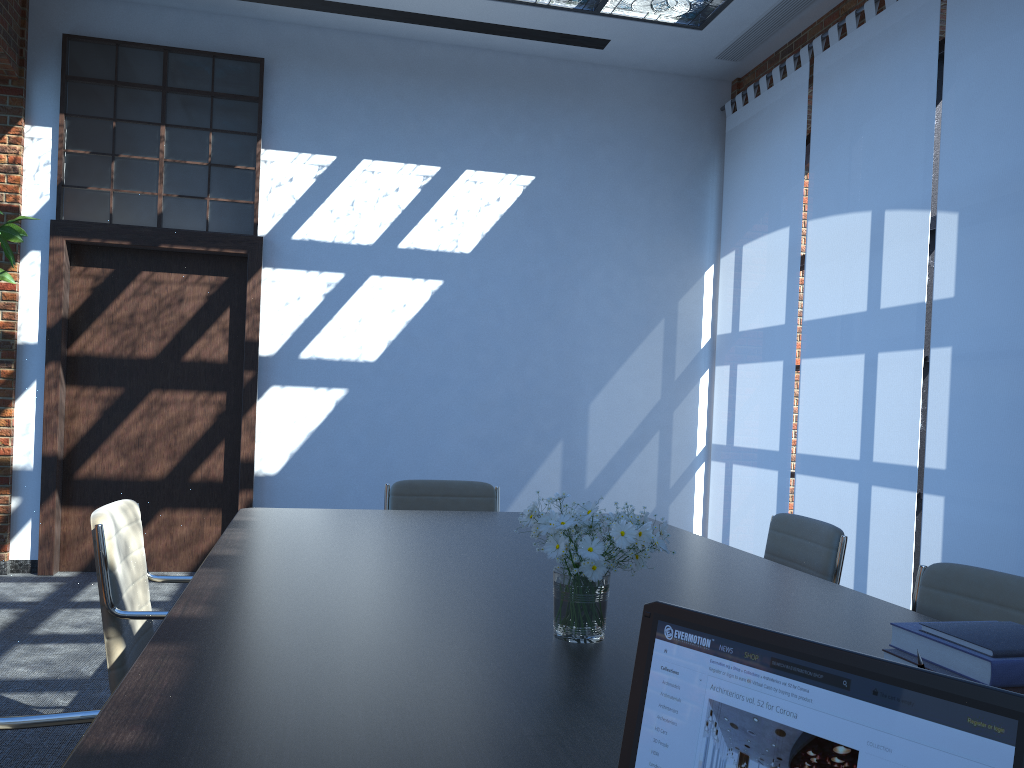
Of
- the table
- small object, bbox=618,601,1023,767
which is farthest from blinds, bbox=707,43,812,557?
small object, bbox=618,601,1023,767

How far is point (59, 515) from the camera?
6.2m

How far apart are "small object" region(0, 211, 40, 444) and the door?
0.9 meters

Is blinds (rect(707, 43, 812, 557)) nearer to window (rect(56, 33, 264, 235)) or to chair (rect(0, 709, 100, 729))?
window (rect(56, 33, 264, 235))

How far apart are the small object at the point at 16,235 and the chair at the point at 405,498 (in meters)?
2.51

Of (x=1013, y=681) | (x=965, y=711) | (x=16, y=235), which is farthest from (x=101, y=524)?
(x=16, y=235)

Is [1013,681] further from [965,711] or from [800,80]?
[800,80]

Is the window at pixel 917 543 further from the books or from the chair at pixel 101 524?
the chair at pixel 101 524

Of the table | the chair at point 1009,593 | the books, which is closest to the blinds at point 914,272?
the table

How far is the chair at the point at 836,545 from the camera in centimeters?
302cm
